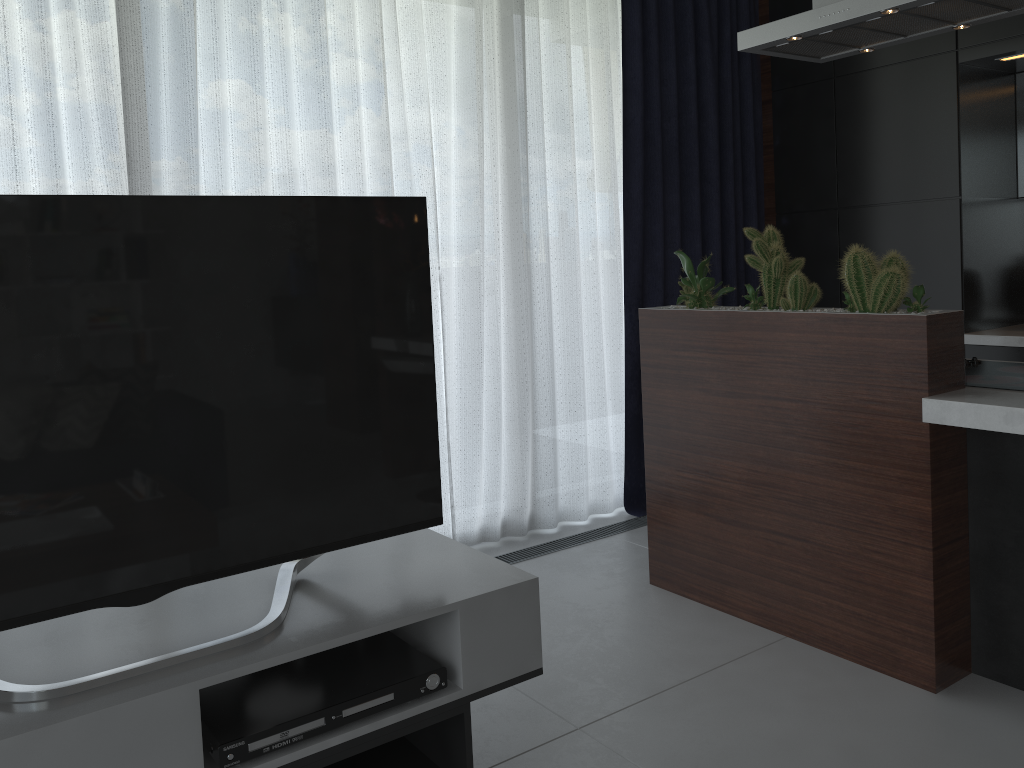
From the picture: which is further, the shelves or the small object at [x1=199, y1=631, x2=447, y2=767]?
the small object at [x1=199, y1=631, x2=447, y2=767]

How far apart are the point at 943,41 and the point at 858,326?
1.92m

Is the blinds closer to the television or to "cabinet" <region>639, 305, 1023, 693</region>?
"cabinet" <region>639, 305, 1023, 693</region>

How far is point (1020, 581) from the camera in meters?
2.3 m

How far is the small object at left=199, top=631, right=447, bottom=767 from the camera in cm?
152

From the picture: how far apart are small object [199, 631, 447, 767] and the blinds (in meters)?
1.61

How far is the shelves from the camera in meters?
1.4 m

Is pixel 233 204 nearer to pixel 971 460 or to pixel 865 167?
pixel 971 460

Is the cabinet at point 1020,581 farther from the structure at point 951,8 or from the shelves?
the shelves

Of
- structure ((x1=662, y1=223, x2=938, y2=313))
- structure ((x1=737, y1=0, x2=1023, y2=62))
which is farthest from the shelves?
structure ((x1=737, y1=0, x2=1023, y2=62))
